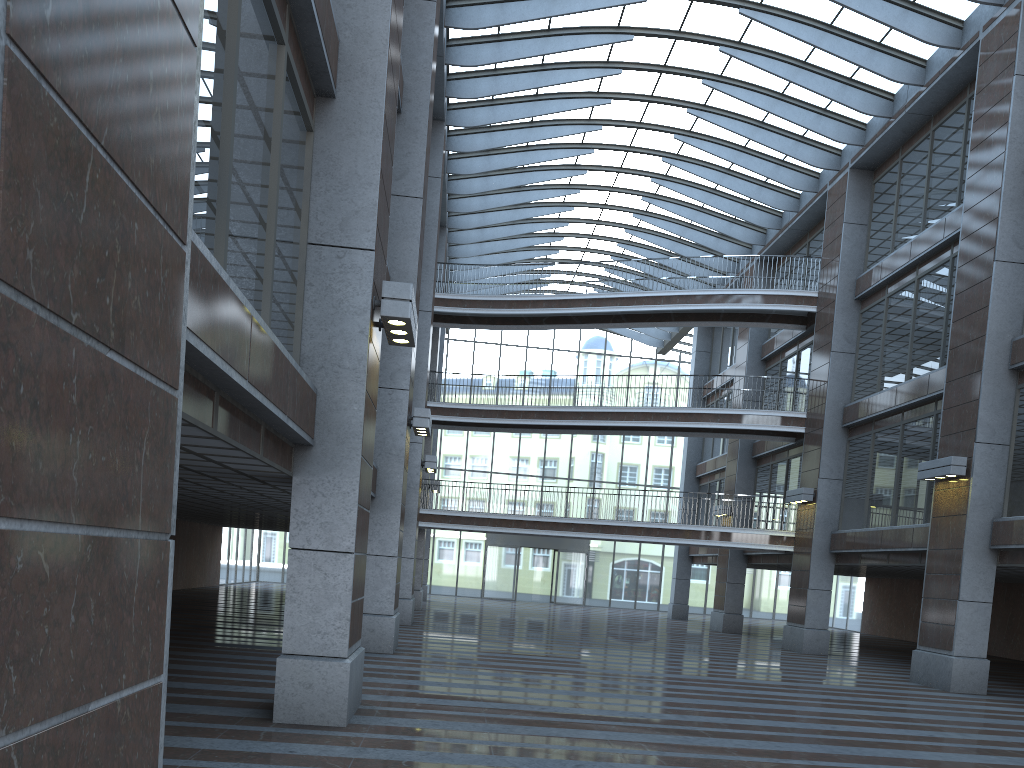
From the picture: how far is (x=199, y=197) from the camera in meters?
15.3 m
